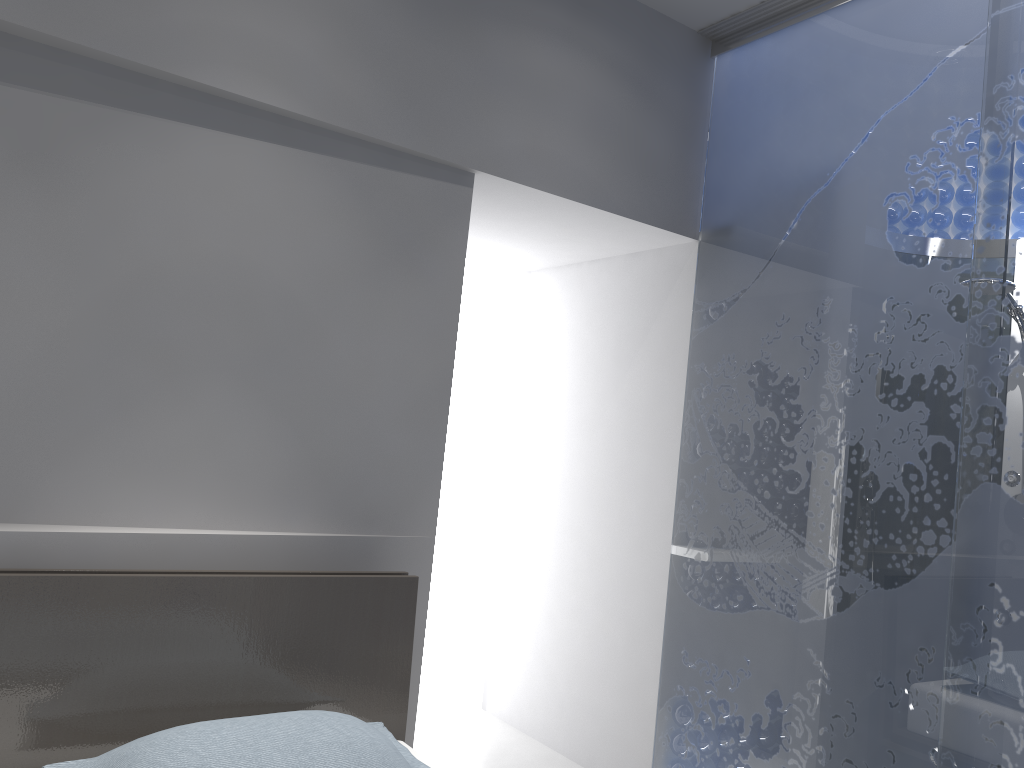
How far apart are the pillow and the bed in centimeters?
12cm

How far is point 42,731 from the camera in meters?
1.8 m

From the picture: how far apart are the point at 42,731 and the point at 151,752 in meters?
0.4 m

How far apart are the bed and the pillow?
0.1m

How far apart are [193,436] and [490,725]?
2.2m

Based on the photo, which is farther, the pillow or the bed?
the bed

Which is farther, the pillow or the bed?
the bed

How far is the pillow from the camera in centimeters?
163cm

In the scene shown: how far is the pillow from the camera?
1.63m

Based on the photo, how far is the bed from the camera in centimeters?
183cm
